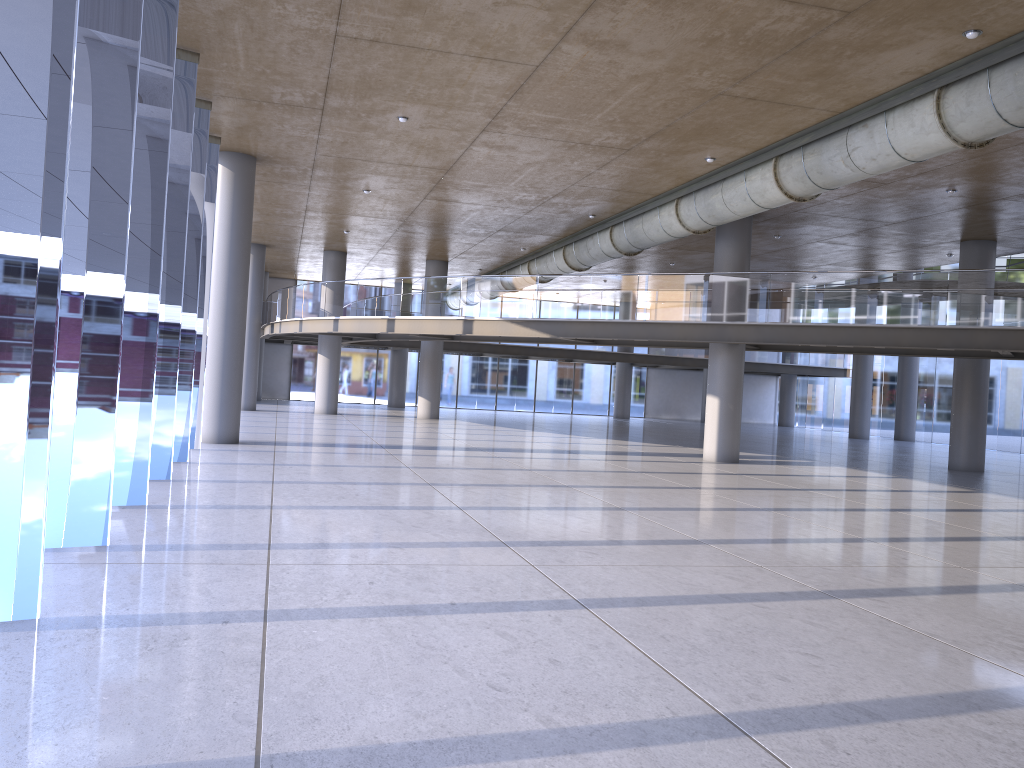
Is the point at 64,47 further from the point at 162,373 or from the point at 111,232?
the point at 162,373
